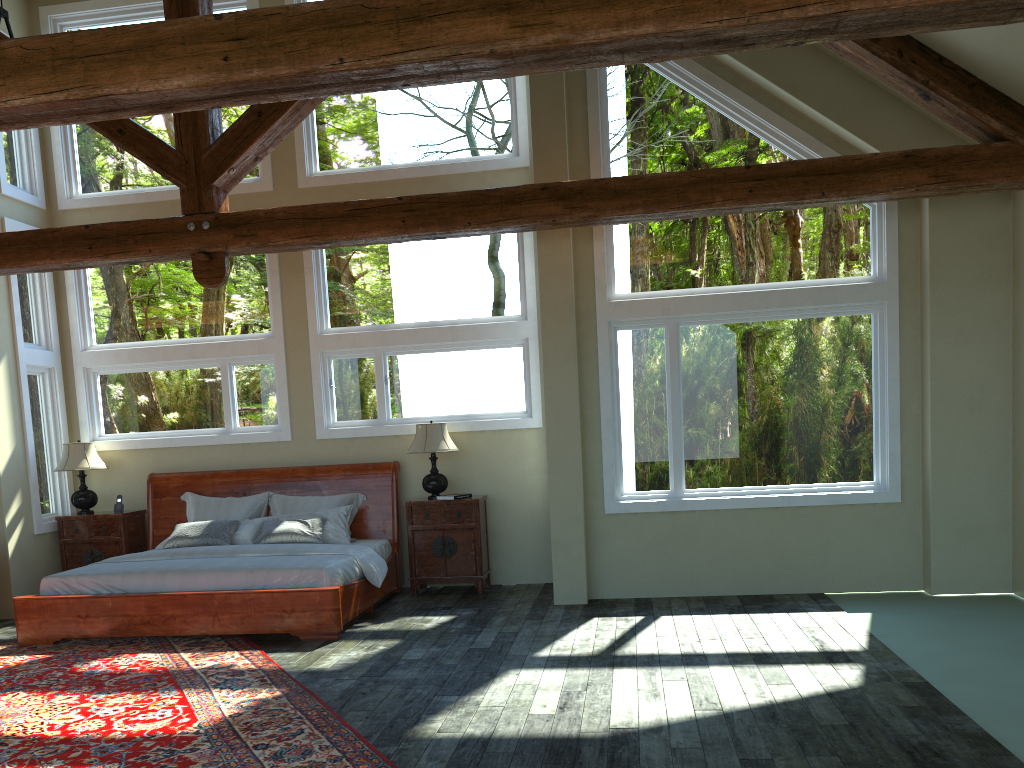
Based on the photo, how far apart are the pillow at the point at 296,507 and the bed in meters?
0.1

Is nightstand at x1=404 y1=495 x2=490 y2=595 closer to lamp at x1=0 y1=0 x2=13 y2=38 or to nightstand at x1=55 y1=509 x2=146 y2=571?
nightstand at x1=55 y1=509 x2=146 y2=571

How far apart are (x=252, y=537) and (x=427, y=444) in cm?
185

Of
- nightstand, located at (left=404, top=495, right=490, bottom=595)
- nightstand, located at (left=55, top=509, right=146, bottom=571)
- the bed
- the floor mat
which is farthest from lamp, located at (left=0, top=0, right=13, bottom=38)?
nightstand, located at (left=404, top=495, right=490, bottom=595)

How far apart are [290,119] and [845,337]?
4.9 meters

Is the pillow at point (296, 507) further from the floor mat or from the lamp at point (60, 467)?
the floor mat

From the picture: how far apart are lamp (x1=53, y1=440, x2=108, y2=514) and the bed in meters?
0.5

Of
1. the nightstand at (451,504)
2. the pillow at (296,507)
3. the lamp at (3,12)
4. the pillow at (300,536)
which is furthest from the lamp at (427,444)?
the lamp at (3,12)

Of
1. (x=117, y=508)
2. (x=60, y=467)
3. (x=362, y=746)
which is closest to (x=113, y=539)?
(x=117, y=508)

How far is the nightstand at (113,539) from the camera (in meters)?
8.84
